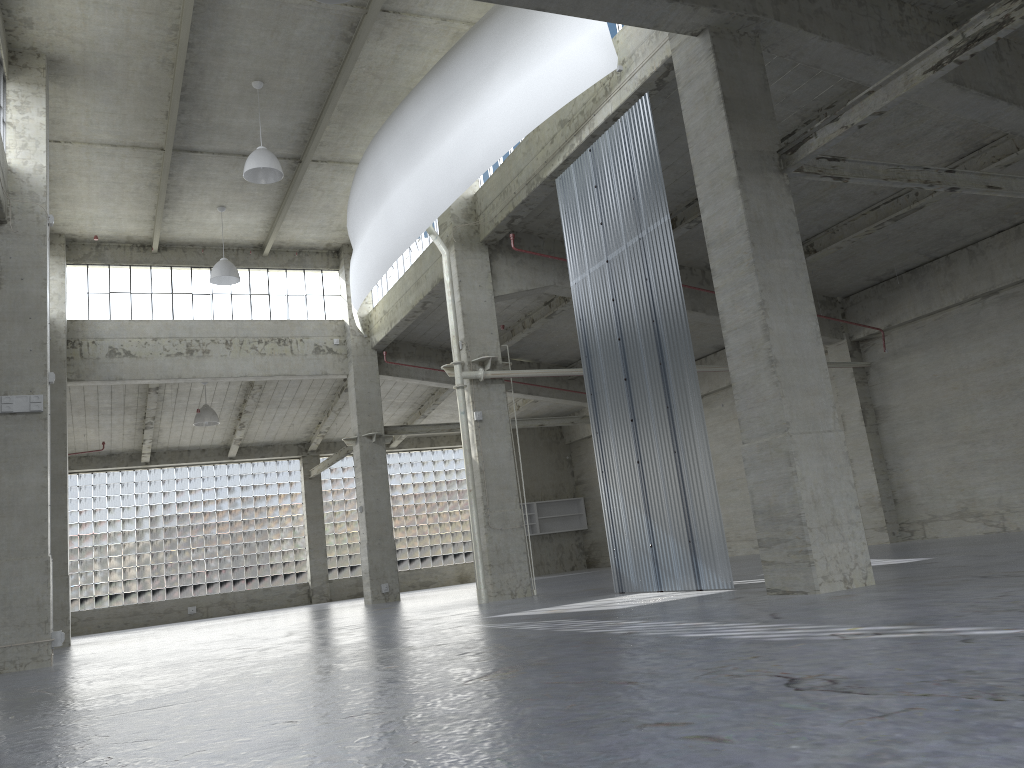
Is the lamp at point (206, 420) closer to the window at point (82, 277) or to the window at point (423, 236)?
the window at point (82, 277)

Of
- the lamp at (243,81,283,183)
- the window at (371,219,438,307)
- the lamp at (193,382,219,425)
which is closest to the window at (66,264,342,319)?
the window at (371,219,438,307)

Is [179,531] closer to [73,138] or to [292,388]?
[292,388]

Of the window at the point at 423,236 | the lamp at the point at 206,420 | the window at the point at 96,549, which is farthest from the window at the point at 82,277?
the window at the point at 96,549

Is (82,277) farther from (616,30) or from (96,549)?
(616,30)

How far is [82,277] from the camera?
35.16m

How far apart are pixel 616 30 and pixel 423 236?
13.86m

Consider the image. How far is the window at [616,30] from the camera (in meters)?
20.30

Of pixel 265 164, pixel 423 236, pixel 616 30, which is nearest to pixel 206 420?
pixel 423 236

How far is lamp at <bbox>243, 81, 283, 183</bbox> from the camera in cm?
2459
